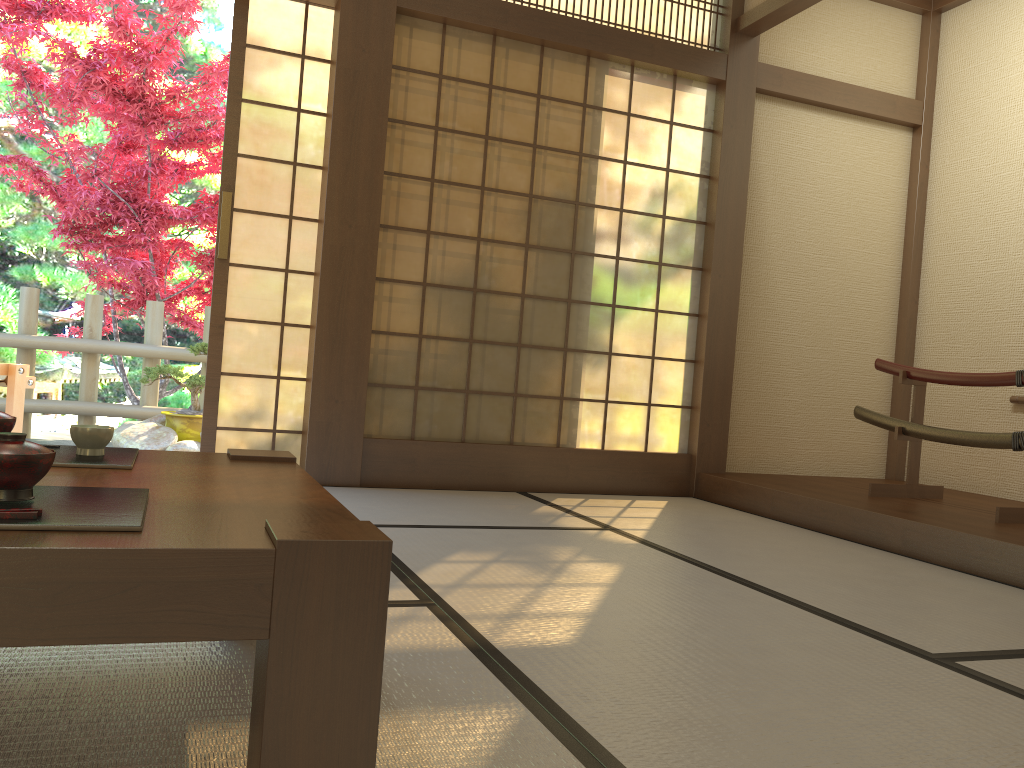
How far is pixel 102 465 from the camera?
1.5 meters

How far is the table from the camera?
0.90m

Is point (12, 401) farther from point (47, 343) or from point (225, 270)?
point (47, 343)

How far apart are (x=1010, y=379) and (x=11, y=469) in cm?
374

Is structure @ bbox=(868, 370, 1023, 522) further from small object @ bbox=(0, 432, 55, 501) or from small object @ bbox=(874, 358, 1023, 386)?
small object @ bbox=(0, 432, 55, 501)

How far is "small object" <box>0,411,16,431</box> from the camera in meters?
1.5 m

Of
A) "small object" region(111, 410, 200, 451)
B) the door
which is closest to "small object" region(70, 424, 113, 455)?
the door

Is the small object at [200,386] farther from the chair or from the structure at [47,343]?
the chair

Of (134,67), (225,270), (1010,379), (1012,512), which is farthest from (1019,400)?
(134,67)

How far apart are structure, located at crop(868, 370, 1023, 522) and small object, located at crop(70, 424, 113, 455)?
3.29m
